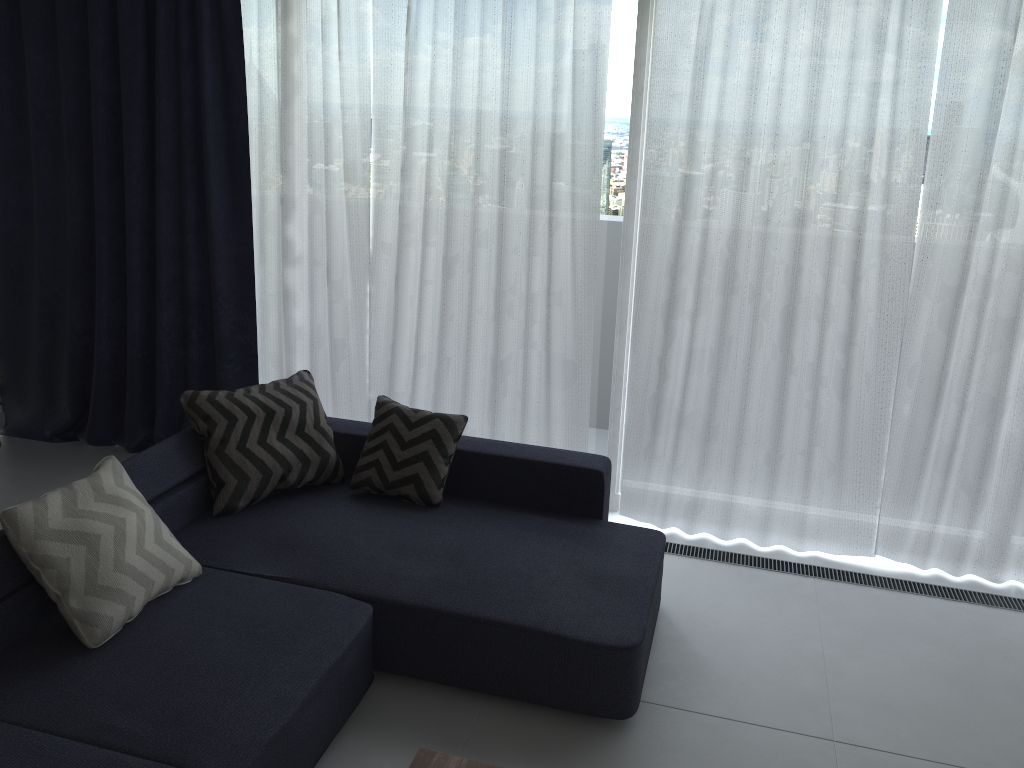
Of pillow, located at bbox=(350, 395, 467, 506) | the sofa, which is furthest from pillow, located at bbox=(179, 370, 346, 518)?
pillow, located at bbox=(350, 395, 467, 506)

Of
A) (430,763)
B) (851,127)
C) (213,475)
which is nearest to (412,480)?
(213,475)

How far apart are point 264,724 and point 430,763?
0.5 meters

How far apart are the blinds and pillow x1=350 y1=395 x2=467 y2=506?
0.59m

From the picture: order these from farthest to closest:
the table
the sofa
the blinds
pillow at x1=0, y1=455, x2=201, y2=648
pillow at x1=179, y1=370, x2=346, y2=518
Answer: the blinds, pillow at x1=179, y1=370, x2=346, y2=518, pillow at x1=0, y1=455, x2=201, y2=648, the sofa, the table

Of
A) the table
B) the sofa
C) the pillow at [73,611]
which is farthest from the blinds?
the table

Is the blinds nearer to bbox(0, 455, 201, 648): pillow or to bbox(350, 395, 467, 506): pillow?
bbox(350, 395, 467, 506): pillow

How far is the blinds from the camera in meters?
3.5 m

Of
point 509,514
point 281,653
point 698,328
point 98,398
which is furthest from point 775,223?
point 98,398

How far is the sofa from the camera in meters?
2.3
